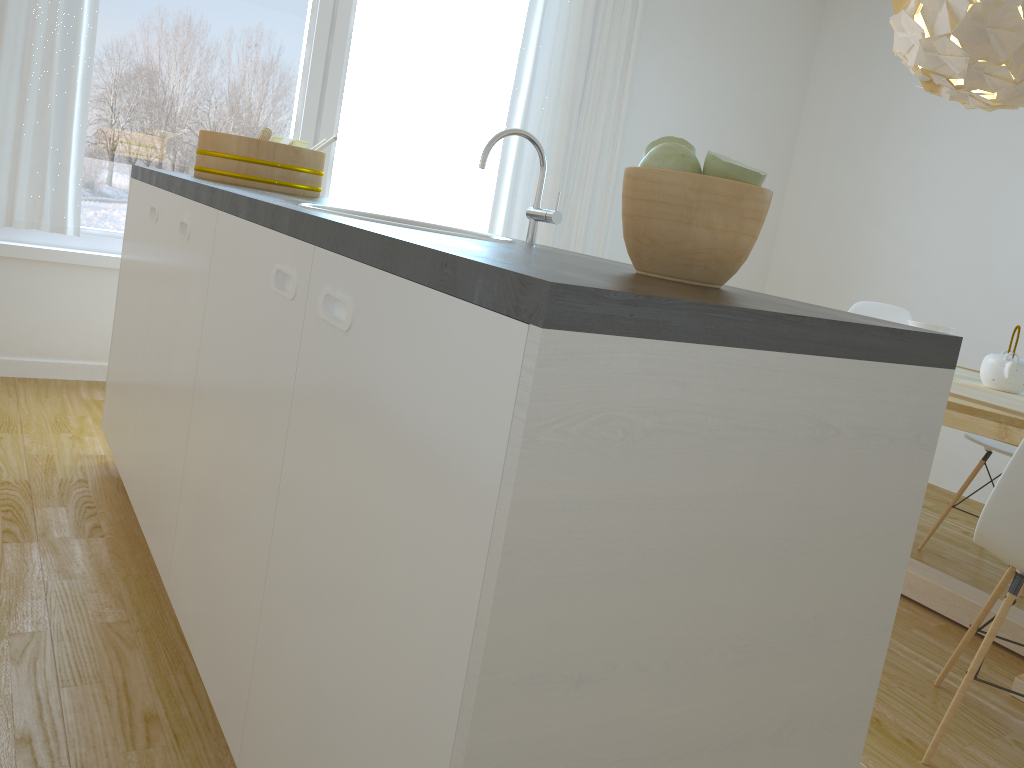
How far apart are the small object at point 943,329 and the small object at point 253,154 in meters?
2.1 m

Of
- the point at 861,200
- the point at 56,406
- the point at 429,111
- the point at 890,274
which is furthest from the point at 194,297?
the point at 861,200

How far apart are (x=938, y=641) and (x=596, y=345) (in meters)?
2.33

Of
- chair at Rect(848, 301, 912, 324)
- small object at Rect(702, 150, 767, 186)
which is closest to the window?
chair at Rect(848, 301, 912, 324)

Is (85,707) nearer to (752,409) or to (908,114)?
(752,409)

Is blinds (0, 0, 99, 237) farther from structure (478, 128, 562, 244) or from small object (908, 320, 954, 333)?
small object (908, 320, 954, 333)

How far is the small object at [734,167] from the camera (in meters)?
1.12

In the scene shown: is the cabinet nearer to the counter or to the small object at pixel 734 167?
the counter

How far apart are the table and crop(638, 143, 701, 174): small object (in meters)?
1.48

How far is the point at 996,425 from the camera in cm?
223
